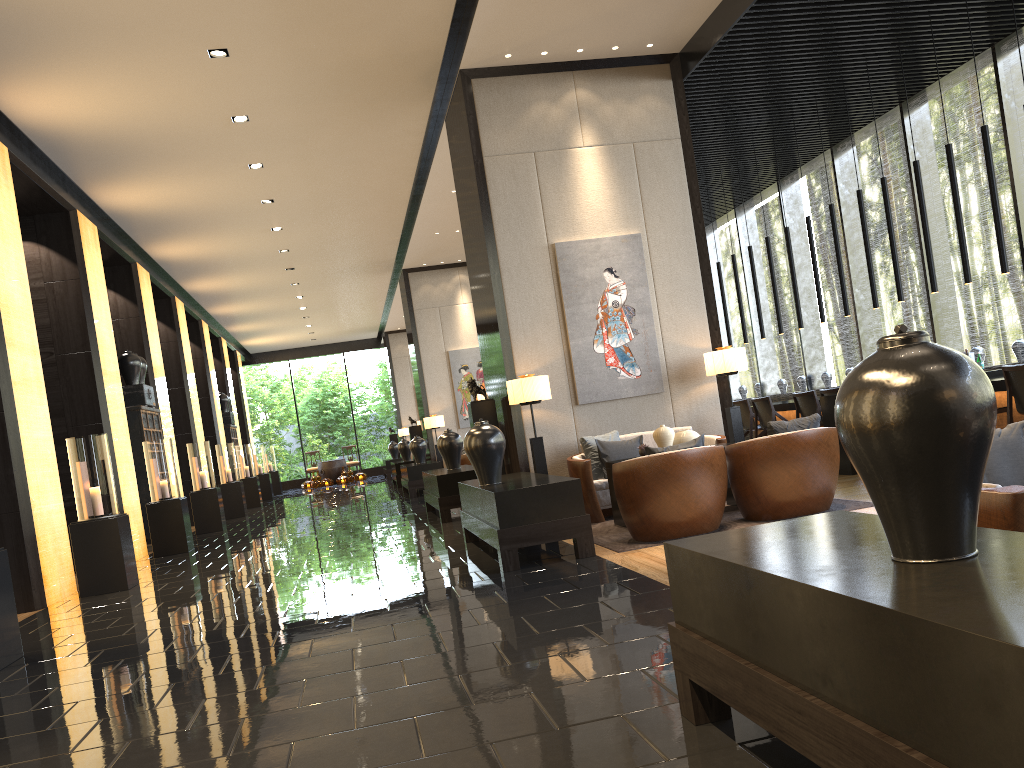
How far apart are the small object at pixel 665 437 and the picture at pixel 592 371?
1.26m

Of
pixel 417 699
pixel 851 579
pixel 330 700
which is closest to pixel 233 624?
pixel 330 700

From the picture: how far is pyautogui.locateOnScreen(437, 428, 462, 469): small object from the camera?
10.4 meters

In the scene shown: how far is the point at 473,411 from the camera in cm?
846

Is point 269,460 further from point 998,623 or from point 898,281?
point 998,623

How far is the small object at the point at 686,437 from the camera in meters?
7.0

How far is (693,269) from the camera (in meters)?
8.47

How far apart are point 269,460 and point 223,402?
4.72m

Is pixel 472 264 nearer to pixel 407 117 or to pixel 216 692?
pixel 407 117

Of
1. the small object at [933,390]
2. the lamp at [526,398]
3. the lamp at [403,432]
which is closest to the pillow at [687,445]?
the lamp at [526,398]
